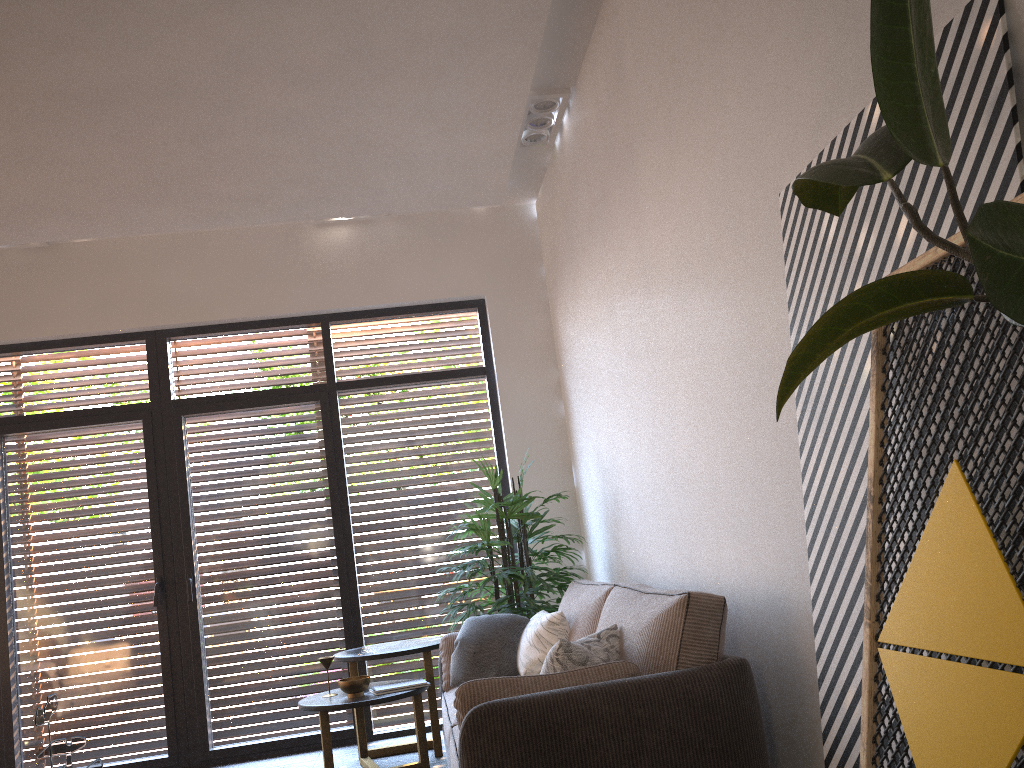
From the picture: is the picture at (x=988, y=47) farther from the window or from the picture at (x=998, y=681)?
the window

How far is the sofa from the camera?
2.5 meters

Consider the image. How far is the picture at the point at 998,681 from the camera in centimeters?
142cm

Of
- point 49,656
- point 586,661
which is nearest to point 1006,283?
point 586,661

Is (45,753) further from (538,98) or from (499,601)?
(538,98)

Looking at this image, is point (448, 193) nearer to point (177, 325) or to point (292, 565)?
point (177, 325)

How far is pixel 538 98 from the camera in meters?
4.9

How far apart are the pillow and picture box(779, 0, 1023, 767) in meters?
0.8 m

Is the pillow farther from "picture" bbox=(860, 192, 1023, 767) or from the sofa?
"picture" bbox=(860, 192, 1023, 767)

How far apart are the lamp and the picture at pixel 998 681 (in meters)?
3.33
